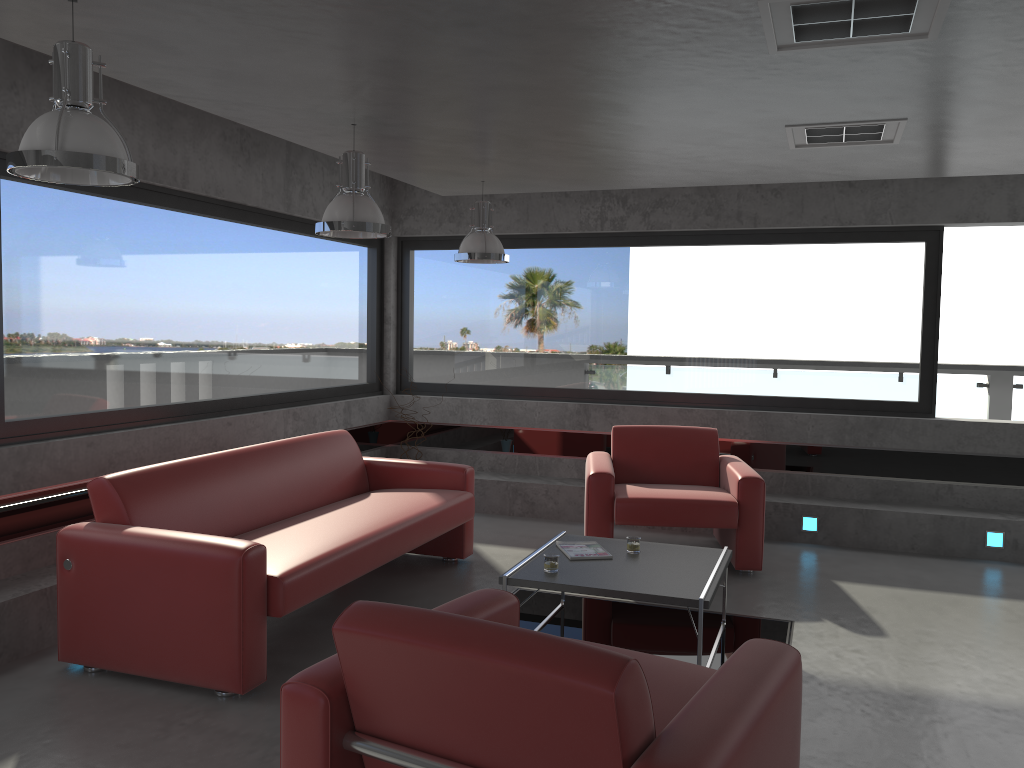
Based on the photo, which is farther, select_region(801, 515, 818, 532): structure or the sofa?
select_region(801, 515, 818, 532): structure

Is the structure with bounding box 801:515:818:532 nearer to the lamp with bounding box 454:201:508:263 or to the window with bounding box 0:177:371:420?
the lamp with bounding box 454:201:508:263

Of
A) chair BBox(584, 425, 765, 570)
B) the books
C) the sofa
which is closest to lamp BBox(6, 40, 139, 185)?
the sofa

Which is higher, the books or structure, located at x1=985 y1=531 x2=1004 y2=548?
the books

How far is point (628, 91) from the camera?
3.8m

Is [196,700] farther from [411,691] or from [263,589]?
[411,691]

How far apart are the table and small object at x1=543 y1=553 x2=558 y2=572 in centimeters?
3cm

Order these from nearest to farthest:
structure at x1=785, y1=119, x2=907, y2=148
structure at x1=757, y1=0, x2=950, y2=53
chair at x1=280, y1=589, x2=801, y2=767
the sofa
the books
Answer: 1. chair at x1=280, y1=589, x2=801, y2=767
2. structure at x1=757, y1=0, x2=950, y2=53
3. the sofa
4. structure at x1=785, y1=119, x2=907, y2=148
5. the books

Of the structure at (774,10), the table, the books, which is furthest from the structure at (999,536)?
the structure at (774,10)

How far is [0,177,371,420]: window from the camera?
4.8 meters
